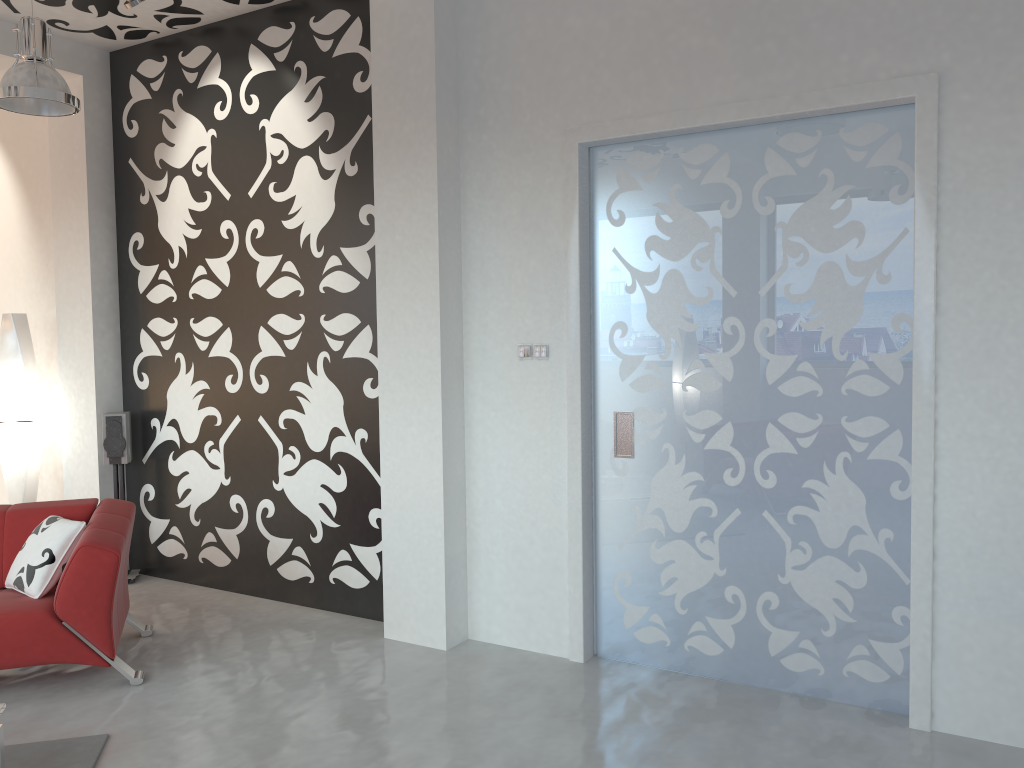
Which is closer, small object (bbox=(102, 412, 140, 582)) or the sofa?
Result: the sofa

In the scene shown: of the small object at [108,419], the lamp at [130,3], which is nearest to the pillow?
the small object at [108,419]

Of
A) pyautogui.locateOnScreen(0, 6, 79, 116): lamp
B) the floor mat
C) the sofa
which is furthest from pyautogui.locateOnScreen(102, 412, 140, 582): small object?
the floor mat

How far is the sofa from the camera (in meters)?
3.89

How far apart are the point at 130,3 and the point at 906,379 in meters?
4.2 m

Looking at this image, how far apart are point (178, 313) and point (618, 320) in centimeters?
303cm

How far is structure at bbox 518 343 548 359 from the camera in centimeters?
429cm

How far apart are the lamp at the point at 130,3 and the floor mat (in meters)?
3.59

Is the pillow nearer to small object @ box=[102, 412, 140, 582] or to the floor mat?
the floor mat

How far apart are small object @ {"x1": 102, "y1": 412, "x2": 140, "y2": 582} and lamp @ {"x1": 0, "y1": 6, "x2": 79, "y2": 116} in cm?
204
